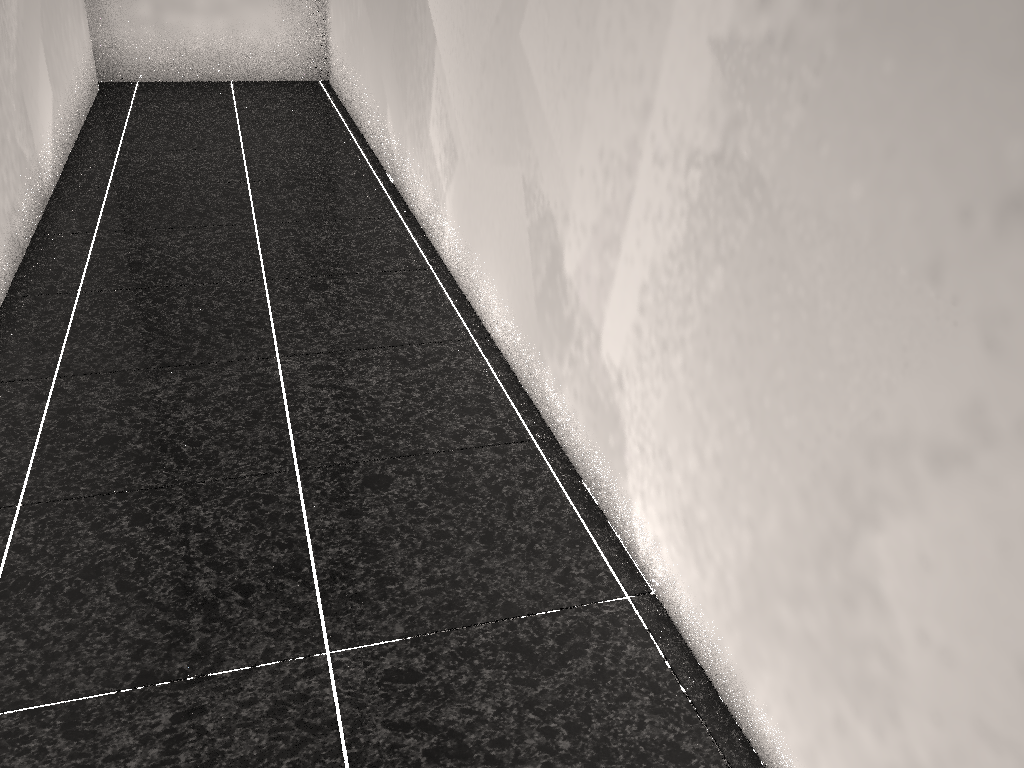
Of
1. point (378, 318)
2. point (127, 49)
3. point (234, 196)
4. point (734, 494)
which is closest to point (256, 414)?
point (378, 318)
